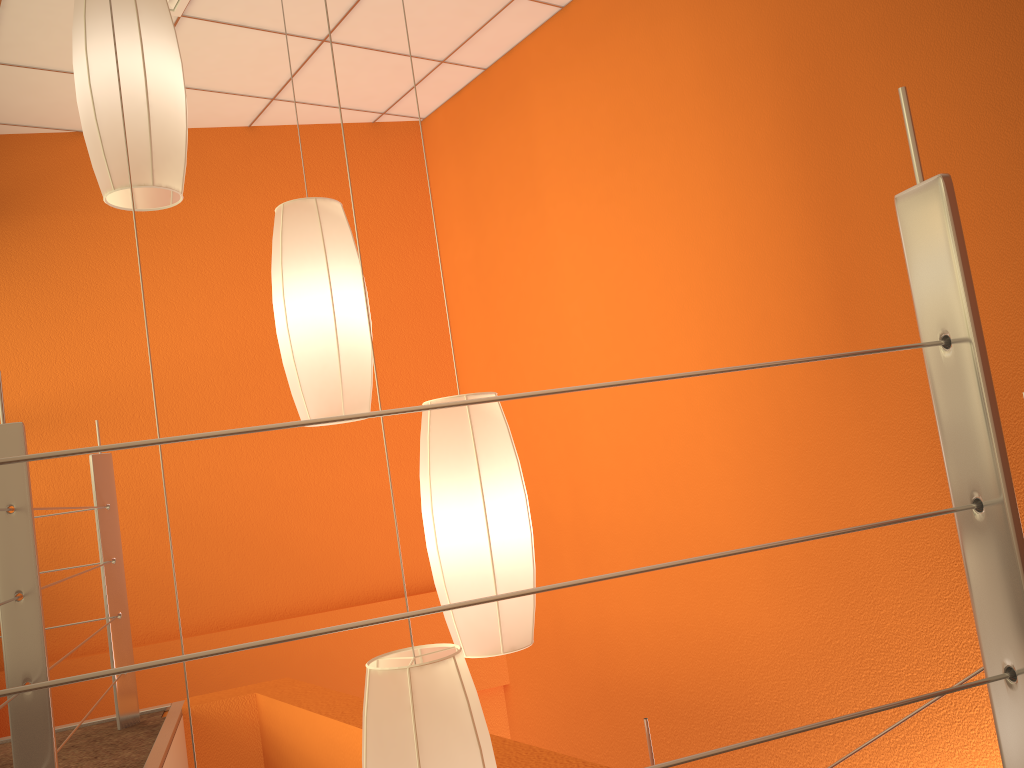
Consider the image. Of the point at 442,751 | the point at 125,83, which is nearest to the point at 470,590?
the point at 442,751

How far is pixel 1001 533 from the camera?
0.83m

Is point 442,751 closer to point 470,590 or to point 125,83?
point 470,590

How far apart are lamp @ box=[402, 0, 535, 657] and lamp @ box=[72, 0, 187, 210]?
0.64m

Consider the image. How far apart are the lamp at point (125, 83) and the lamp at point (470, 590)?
0.64m

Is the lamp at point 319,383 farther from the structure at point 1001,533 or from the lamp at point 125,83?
the structure at point 1001,533

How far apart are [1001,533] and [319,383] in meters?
1.2

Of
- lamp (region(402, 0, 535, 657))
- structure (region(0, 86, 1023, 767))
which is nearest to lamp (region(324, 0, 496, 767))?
lamp (region(402, 0, 535, 657))

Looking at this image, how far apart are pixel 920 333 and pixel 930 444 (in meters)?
1.94

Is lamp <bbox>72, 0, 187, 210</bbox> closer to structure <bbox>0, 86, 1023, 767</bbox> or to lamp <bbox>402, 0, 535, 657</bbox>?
structure <bbox>0, 86, 1023, 767</bbox>
